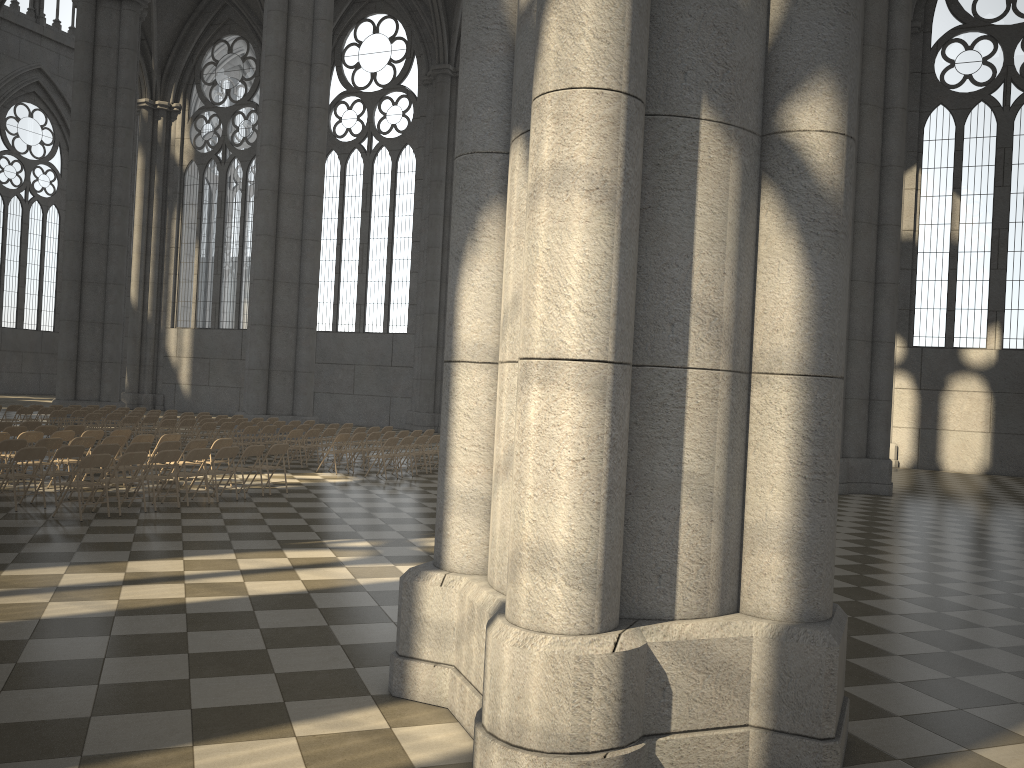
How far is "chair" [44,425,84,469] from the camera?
16.1 meters

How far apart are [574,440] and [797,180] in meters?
1.8 m

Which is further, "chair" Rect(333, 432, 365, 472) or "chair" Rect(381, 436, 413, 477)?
"chair" Rect(333, 432, 365, 472)

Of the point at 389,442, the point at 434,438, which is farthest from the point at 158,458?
the point at 434,438

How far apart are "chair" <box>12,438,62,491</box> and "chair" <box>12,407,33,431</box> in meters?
9.7 m

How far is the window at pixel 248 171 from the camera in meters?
39.4

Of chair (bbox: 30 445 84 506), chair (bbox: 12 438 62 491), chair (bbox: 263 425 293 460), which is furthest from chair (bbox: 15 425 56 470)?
chair (bbox: 263 425 293 460)

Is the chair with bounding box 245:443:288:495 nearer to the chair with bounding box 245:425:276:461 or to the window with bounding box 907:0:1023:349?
the chair with bounding box 245:425:276:461

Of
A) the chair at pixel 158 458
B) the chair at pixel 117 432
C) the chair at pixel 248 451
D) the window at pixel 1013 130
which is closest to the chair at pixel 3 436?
the chair at pixel 117 432

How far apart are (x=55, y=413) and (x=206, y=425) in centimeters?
462cm
